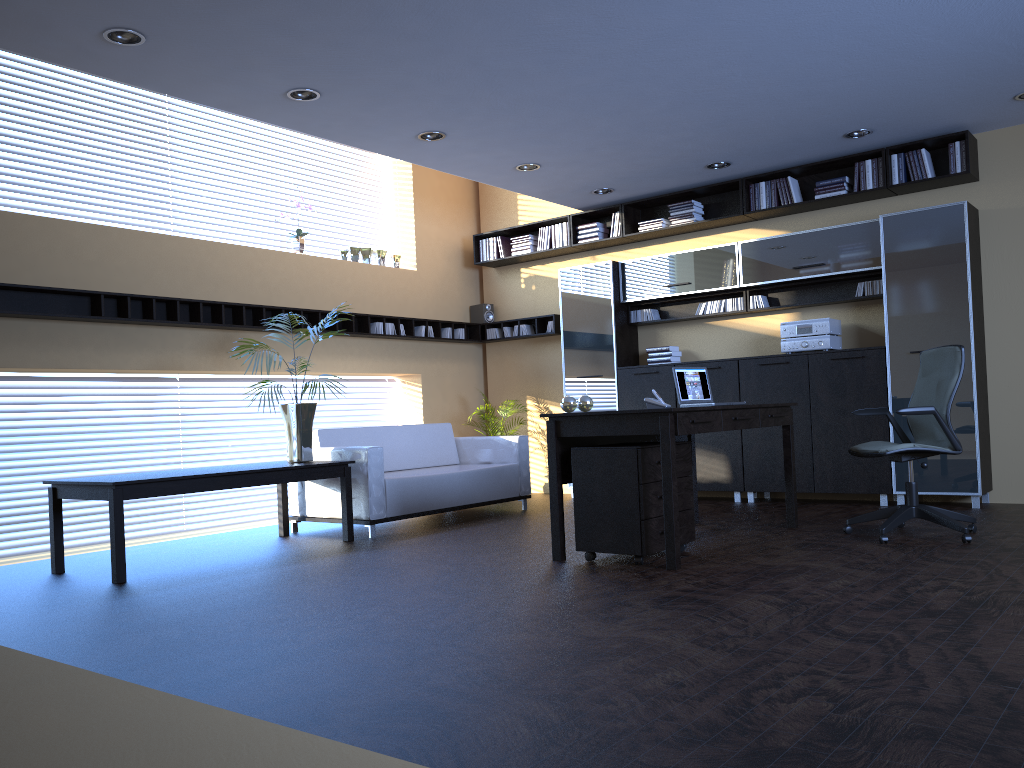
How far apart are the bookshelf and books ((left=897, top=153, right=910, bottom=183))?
0.1m

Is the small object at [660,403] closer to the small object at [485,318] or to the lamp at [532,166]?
the lamp at [532,166]

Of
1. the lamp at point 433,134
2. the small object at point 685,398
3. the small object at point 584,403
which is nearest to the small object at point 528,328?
the lamp at point 433,134

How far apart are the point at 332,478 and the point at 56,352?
2.3 meters

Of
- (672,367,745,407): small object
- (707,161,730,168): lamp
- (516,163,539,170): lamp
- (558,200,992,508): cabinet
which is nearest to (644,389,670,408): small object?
(672,367,745,407): small object

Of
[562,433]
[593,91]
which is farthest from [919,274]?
[562,433]

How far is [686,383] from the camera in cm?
614

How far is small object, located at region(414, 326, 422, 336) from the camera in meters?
9.6 m

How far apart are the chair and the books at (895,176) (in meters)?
2.15

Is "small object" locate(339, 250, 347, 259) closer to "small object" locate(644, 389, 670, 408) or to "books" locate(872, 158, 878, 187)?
"small object" locate(644, 389, 670, 408)
